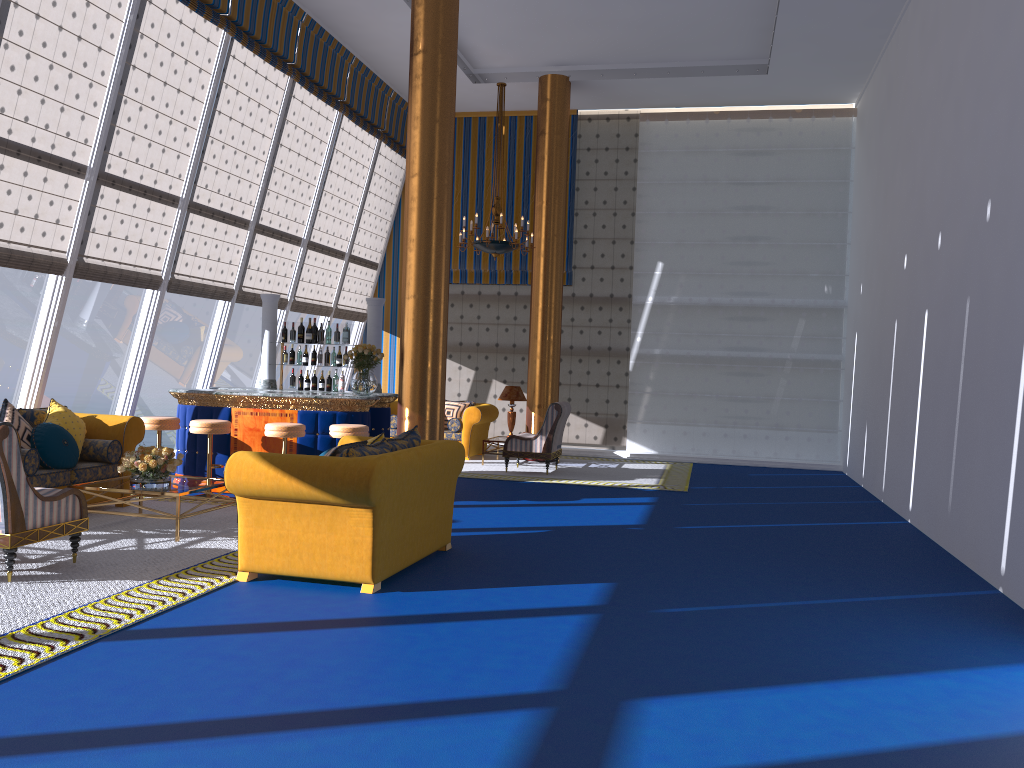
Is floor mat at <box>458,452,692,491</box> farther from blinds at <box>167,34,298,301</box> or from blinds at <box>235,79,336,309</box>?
blinds at <box>167,34,298,301</box>

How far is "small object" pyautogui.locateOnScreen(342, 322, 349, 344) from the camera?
10.46m

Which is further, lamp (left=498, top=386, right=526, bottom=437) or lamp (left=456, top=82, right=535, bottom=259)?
lamp (left=498, top=386, right=526, bottom=437)

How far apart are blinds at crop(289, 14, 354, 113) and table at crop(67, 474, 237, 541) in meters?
6.1 m

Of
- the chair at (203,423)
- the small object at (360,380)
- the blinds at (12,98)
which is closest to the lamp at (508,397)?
the small object at (360,380)

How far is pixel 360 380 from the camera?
9.33m

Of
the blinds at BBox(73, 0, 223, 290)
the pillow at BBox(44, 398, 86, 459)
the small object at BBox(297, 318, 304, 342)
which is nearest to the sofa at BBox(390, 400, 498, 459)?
the small object at BBox(297, 318, 304, 342)

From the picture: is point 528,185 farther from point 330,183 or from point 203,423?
point 203,423

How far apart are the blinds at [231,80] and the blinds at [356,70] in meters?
1.6 m

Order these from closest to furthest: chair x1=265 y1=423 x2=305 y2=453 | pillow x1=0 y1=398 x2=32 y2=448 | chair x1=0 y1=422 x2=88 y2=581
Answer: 1. chair x1=0 y1=422 x2=88 y2=581
2. pillow x1=0 y1=398 x2=32 y2=448
3. chair x1=265 y1=423 x2=305 y2=453
